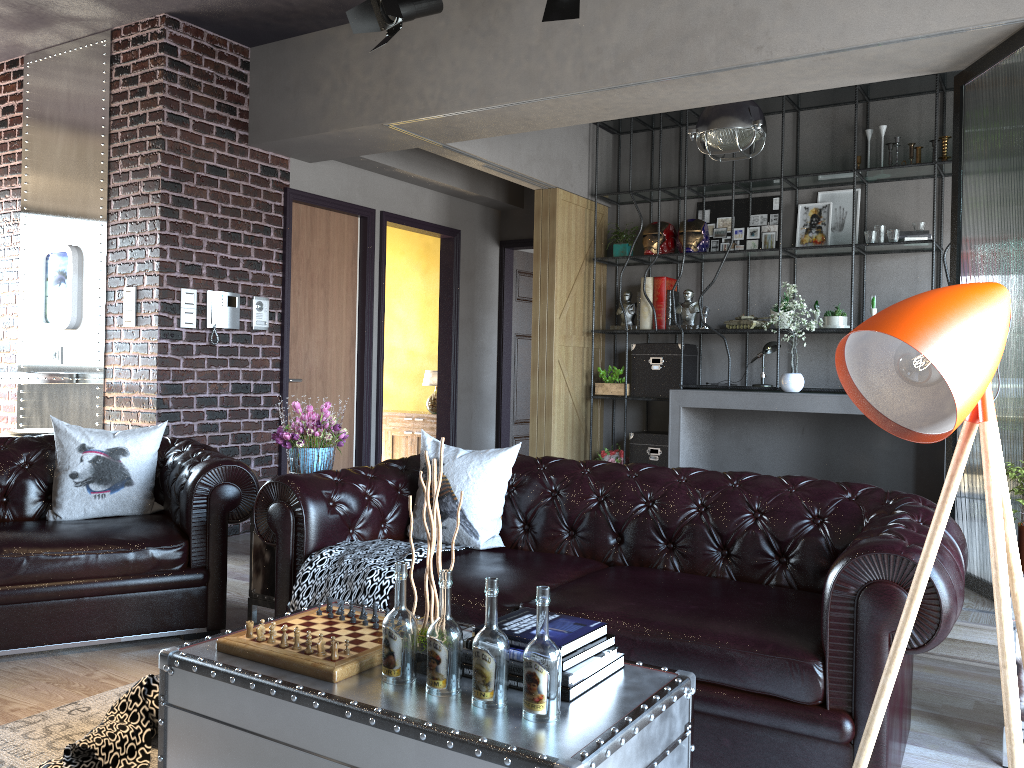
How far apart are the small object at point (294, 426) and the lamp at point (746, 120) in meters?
3.3

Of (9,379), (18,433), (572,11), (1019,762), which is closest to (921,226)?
(572,11)

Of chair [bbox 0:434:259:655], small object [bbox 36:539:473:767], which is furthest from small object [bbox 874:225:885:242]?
chair [bbox 0:434:259:655]

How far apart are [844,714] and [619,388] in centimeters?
550cm

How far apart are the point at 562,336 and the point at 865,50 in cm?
385

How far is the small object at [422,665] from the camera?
2.21m

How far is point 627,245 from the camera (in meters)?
7.94

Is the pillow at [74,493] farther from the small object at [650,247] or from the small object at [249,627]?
the small object at [650,247]

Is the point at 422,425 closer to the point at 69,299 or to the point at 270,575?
the point at 69,299

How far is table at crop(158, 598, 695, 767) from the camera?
1.8 meters
